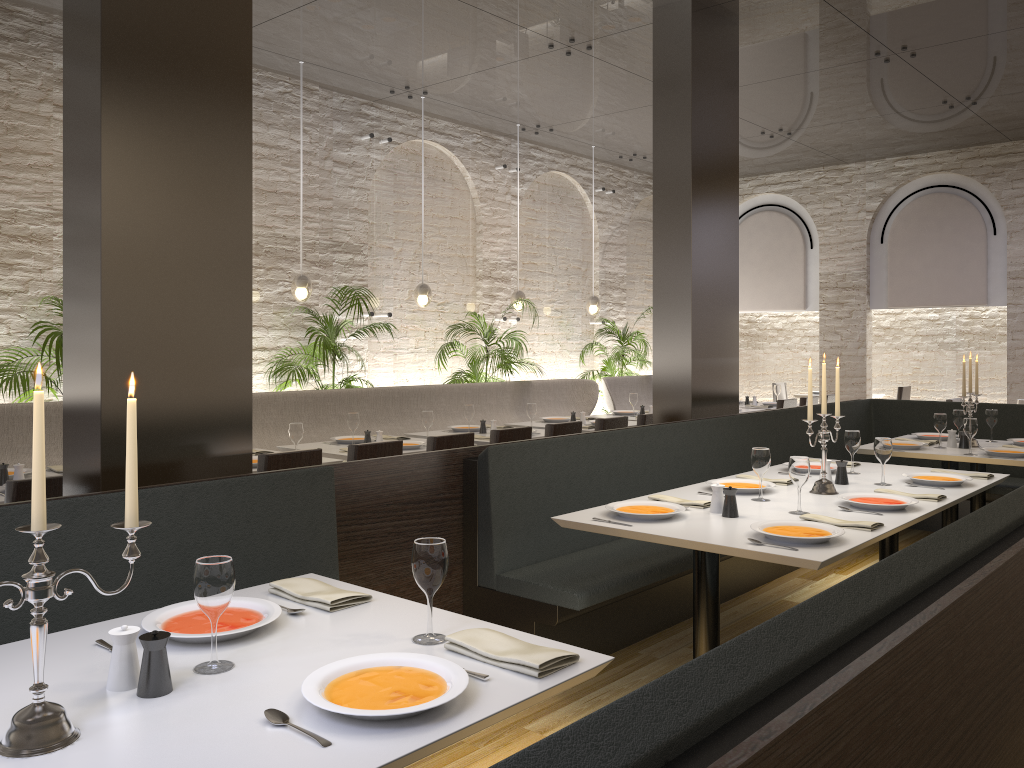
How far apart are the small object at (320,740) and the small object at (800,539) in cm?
195

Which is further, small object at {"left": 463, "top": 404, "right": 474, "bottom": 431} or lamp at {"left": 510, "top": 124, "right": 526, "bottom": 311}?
lamp at {"left": 510, "top": 124, "right": 526, "bottom": 311}

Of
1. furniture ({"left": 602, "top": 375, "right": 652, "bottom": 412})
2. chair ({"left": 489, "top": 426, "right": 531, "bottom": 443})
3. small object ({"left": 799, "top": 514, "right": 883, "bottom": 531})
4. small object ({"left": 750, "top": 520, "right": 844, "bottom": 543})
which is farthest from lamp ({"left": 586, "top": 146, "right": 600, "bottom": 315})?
small object ({"left": 750, "top": 520, "right": 844, "bottom": 543})

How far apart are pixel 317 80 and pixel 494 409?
3.4m

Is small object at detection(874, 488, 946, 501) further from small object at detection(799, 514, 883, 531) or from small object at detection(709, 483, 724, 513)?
small object at detection(709, 483, 724, 513)

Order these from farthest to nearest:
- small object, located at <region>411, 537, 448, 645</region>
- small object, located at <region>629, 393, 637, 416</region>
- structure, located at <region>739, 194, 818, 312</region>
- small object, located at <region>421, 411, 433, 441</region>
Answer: structure, located at <region>739, 194, 818, 312</region> < small object, located at <region>629, 393, 637, 416</region> < small object, located at <region>421, 411, 433, 441</region> < small object, located at <region>411, 537, 448, 645</region>

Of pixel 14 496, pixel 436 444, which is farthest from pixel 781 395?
pixel 14 496

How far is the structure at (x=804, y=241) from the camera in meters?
12.1 m

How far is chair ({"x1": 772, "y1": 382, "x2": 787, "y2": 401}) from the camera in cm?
1317

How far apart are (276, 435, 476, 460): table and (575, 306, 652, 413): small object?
5.0 meters
